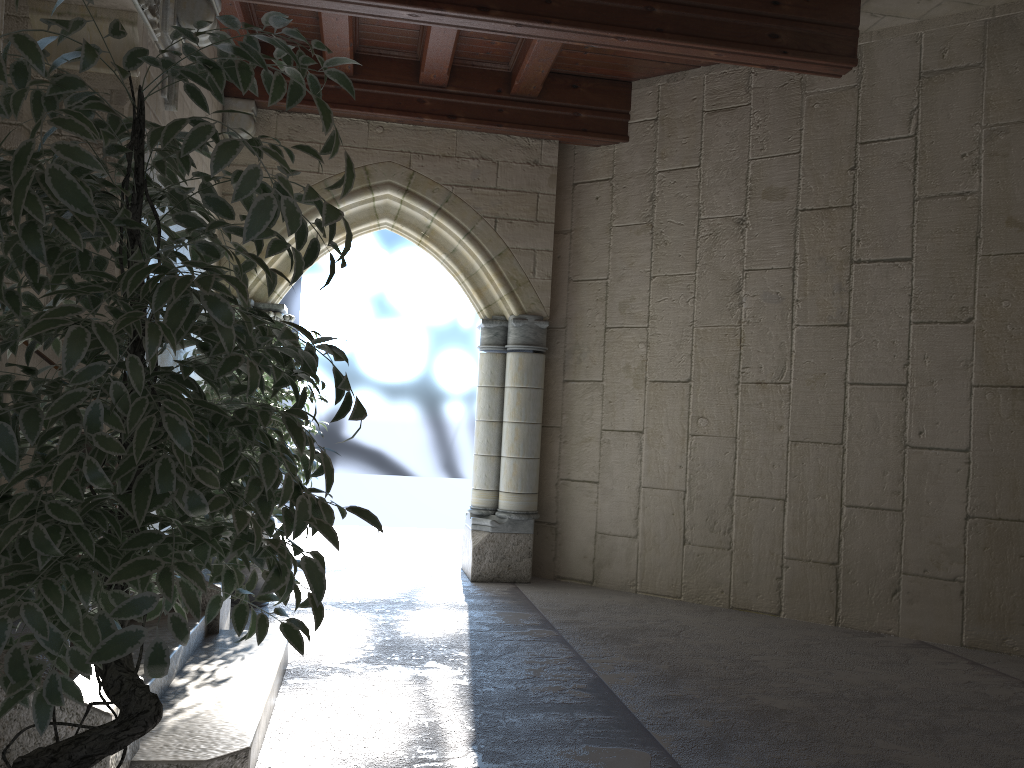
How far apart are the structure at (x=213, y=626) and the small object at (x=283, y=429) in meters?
0.8 m

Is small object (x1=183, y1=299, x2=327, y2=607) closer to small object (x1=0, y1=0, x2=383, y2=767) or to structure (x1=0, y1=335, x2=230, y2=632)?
structure (x1=0, y1=335, x2=230, y2=632)

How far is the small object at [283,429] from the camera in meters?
4.4 m

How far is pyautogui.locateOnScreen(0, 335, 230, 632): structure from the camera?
3.5 meters

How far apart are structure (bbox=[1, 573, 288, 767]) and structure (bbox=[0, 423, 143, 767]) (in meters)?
0.01

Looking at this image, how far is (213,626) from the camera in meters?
3.5

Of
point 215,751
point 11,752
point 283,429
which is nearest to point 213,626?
point 283,429

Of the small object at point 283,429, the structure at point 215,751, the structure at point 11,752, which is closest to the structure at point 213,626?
the structure at point 215,751

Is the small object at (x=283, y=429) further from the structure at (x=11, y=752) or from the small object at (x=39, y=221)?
the small object at (x=39, y=221)

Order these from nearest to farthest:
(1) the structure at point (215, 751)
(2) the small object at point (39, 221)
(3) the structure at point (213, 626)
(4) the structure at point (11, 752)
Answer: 1. (2) the small object at point (39, 221)
2. (4) the structure at point (11, 752)
3. (1) the structure at point (215, 751)
4. (3) the structure at point (213, 626)
